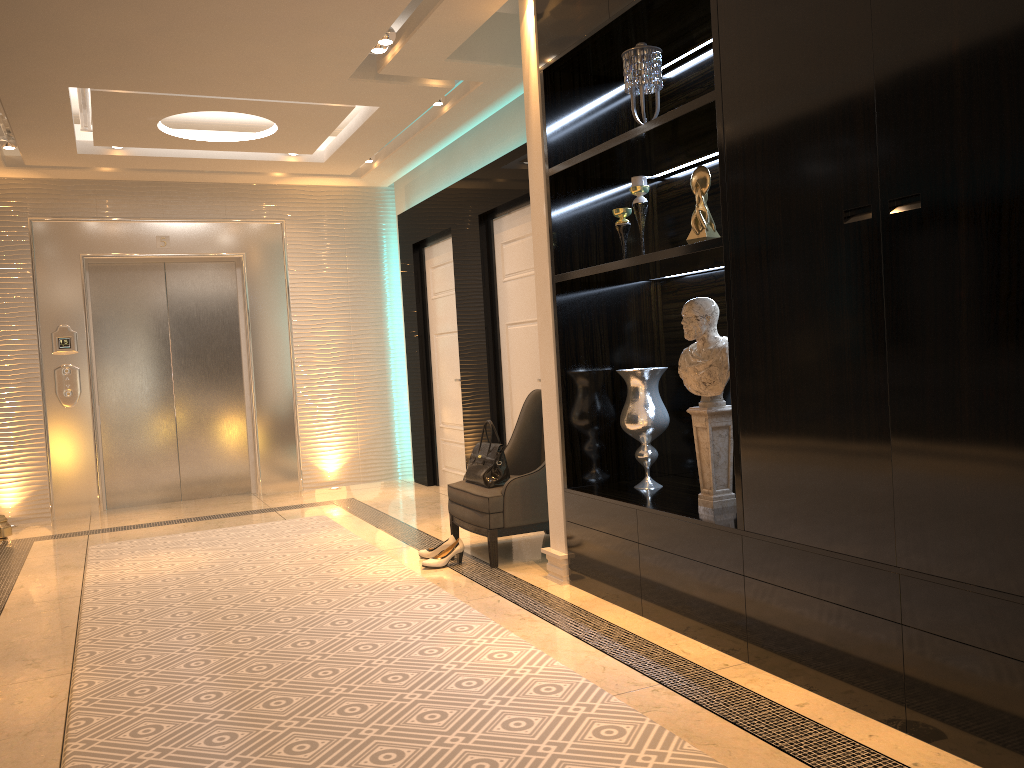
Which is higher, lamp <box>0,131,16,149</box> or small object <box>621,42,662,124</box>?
lamp <box>0,131,16,149</box>

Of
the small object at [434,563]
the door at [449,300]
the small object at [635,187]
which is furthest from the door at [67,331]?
the small object at [635,187]

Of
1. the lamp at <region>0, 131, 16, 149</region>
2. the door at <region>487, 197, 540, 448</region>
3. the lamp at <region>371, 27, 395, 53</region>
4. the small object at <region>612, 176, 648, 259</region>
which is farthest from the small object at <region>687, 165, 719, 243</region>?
the lamp at <region>0, 131, 16, 149</region>

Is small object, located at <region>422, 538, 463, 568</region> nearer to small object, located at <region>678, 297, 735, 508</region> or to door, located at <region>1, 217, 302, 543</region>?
small object, located at <region>678, 297, 735, 508</region>

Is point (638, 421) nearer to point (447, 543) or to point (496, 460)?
point (496, 460)

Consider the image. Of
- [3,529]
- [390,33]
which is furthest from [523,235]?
[3,529]

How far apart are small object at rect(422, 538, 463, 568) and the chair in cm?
10

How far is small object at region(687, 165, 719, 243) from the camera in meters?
3.3

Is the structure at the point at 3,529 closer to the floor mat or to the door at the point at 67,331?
the door at the point at 67,331

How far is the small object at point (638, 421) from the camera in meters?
3.8
